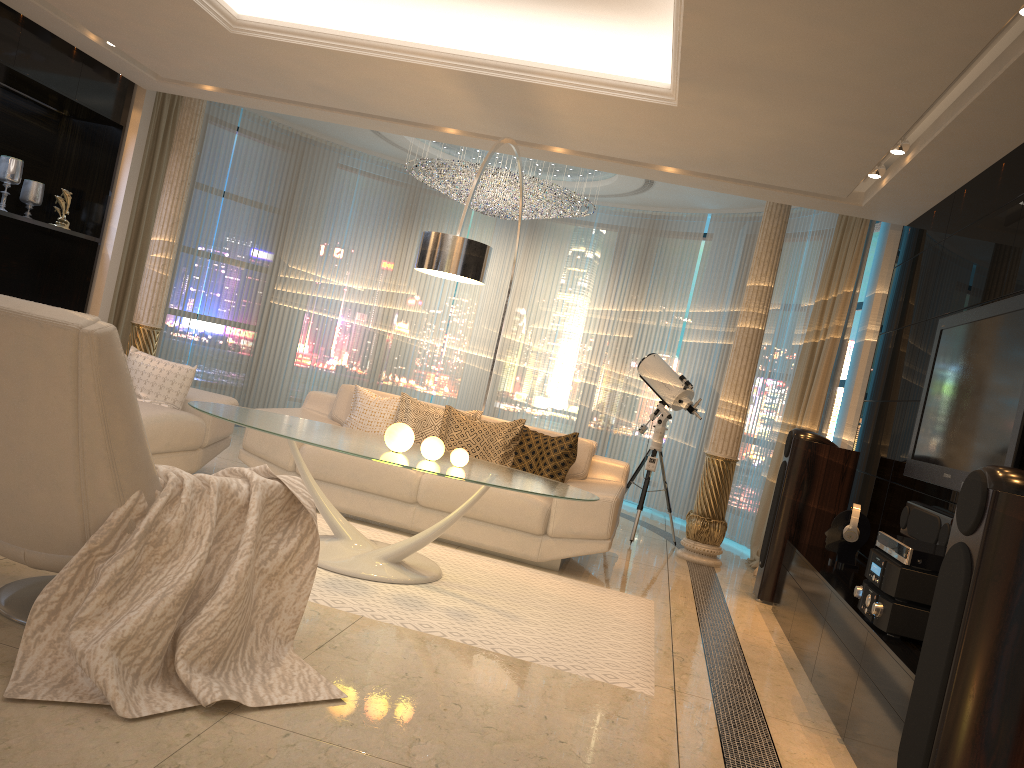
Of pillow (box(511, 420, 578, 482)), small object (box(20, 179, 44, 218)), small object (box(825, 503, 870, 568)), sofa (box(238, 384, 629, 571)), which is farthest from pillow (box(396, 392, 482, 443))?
small object (box(20, 179, 44, 218))

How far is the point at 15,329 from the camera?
2.4m

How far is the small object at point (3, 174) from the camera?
6.4m

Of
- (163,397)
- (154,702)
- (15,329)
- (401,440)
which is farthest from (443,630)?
(163,397)

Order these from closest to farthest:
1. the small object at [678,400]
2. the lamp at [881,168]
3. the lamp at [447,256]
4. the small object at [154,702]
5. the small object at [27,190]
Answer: the small object at [154,702]
the lamp at [447,256]
the lamp at [881,168]
the small object at [27,190]
the small object at [678,400]

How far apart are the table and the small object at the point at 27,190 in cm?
332

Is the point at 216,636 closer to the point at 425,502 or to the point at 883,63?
the point at 425,502

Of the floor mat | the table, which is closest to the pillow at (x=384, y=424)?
the floor mat

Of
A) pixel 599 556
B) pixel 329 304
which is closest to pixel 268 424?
pixel 599 556

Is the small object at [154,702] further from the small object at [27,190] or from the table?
the small object at [27,190]
